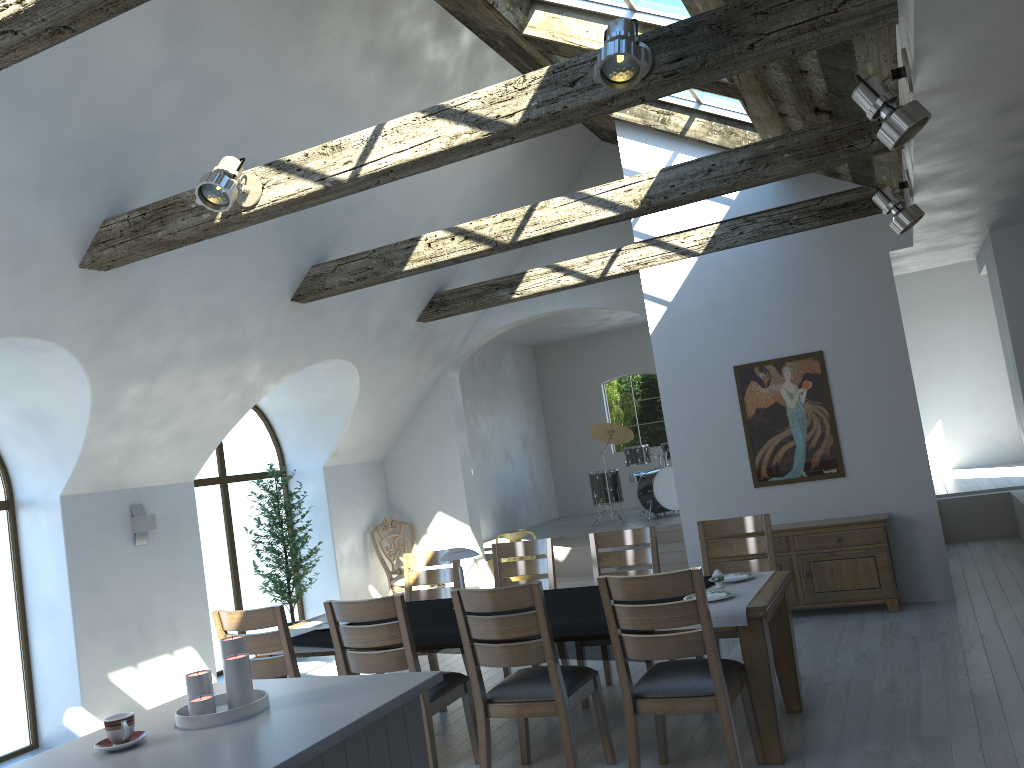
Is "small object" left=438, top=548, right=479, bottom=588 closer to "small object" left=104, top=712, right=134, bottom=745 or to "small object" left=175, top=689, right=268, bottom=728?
"small object" left=175, top=689, right=268, bottom=728

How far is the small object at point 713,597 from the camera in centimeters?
441cm

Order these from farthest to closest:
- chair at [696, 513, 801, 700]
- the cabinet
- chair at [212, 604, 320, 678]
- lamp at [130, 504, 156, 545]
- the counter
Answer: lamp at [130, 504, 156, 545] < the cabinet < chair at [696, 513, 801, 700] < chair at [212, 604, 320, 678] < the counter

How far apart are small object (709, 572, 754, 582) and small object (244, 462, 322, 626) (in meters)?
4.95

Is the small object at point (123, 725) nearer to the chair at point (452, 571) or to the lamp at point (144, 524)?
the chair at point (452, 571)

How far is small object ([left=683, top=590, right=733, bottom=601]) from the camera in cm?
441

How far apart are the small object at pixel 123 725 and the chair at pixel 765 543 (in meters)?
3.39

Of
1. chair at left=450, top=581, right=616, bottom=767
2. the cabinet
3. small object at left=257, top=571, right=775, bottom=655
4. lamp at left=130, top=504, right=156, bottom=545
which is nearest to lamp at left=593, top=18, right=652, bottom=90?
chair at left=450, top=581, right=616, bottom=767

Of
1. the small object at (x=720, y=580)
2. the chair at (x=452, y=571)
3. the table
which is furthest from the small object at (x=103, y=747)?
the chair at (x=452, y=571)

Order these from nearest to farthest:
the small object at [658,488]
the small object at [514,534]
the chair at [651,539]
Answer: the chair at [651,539] < the small object at [514,534] < the small object at [658,488]
